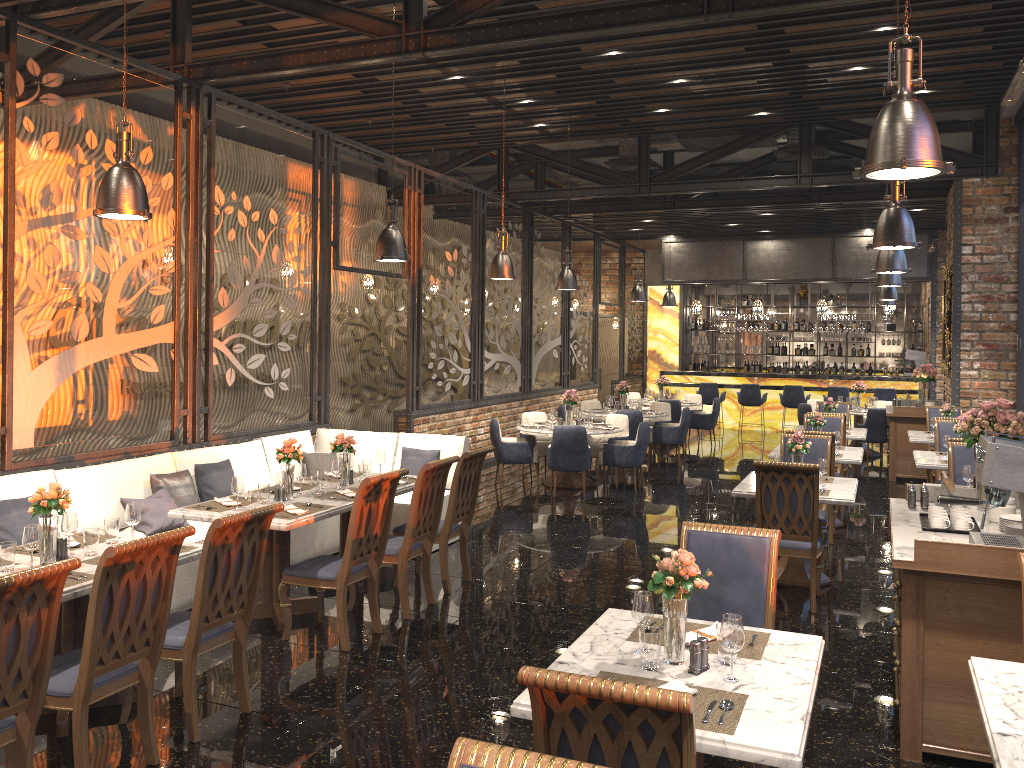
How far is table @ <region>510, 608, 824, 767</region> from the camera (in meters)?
2.53

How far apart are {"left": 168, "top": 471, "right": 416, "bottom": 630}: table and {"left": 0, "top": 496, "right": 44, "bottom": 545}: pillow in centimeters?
88cm

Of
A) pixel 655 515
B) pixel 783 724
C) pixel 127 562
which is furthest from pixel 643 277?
pixel 783 724

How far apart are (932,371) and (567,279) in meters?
5.6 m

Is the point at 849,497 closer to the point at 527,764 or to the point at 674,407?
the point at 527,764

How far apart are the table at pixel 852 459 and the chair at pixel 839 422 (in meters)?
0.64

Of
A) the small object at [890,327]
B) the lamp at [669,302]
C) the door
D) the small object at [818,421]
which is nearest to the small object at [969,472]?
the small object at [818,421]

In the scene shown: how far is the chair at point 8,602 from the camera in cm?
317

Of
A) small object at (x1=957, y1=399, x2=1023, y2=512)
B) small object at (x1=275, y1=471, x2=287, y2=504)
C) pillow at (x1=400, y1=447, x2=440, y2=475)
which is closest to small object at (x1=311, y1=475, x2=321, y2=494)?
small object at (x1=275, y1=471, x2=287, y2=504)

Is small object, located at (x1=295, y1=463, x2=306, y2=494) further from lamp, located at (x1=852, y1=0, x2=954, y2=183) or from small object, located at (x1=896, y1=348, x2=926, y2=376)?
small object, located at (x1=896, y1=348, x2=926, y2=376)
